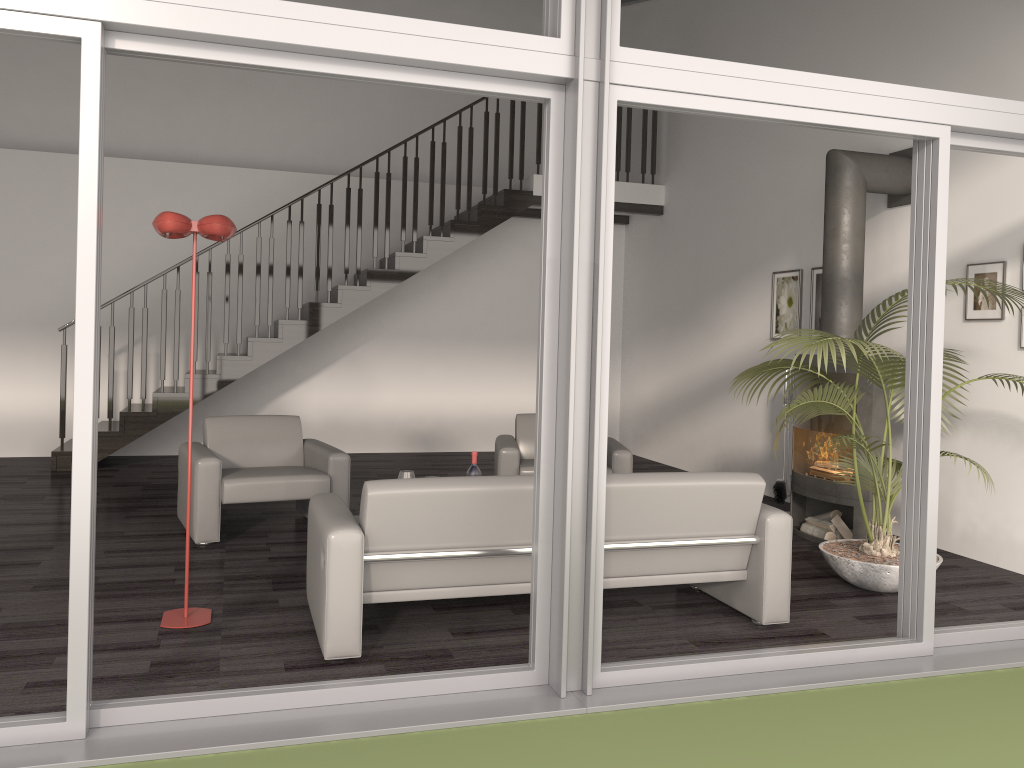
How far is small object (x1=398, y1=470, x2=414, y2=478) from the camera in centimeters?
512cm

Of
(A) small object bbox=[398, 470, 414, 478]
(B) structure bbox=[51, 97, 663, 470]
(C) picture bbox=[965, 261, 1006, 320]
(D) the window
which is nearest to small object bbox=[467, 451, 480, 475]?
(A) small object bbox=[398, 470, 414, 478]

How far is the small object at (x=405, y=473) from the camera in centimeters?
512cm

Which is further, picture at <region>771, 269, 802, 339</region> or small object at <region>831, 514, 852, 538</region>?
picture at <region>771, 269, 802, 339</region>

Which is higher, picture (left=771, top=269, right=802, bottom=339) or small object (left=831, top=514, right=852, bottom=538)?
picture (left=771, top=269, right=802, bottom=339)

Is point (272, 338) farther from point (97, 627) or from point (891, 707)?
point (891, 707)

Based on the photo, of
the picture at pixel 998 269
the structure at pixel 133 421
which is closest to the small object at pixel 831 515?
the picture at pixel 998 269

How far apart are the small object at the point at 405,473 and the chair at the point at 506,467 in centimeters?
116cm

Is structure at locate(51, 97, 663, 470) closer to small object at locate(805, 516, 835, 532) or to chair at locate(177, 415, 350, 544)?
chair at locate(177, 415, 350, 544)

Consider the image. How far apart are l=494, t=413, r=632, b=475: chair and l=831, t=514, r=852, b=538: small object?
1.4m
